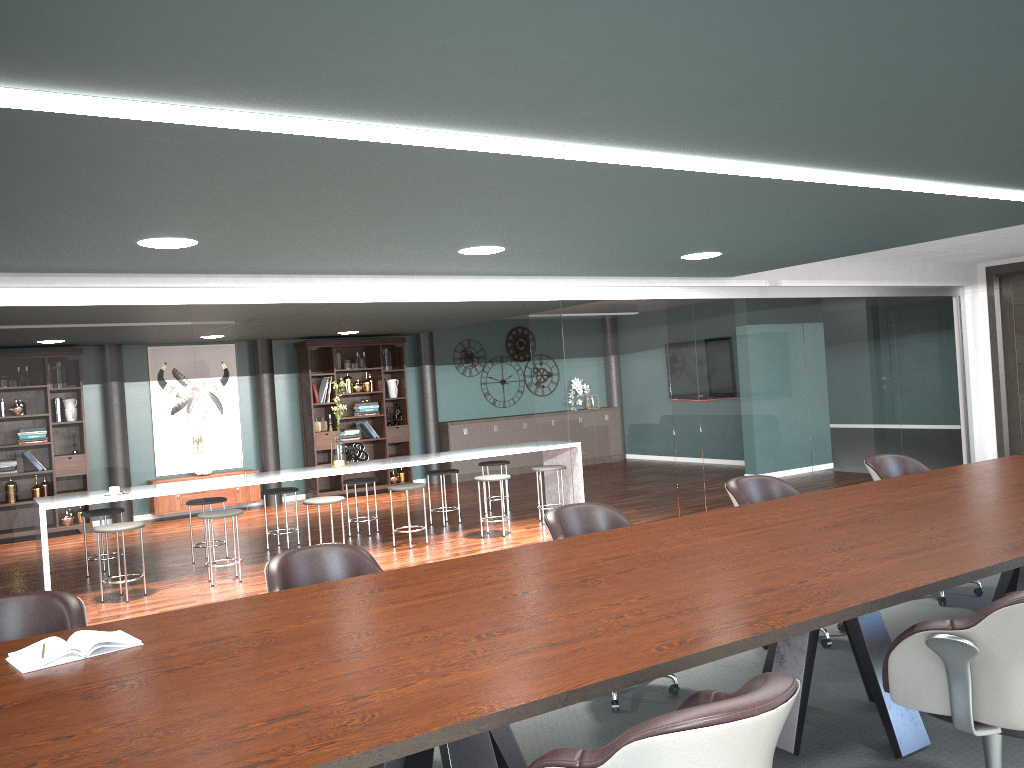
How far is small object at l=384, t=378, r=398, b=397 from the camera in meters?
11.6

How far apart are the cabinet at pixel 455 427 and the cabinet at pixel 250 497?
2.6m

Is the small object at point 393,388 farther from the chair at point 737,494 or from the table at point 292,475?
the chair at point 737,494

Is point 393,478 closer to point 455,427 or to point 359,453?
point 359,453

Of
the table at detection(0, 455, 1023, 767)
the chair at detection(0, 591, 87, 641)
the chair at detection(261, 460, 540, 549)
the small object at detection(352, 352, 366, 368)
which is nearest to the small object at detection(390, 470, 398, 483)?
the small object at detection(352, 352, 366, 368)

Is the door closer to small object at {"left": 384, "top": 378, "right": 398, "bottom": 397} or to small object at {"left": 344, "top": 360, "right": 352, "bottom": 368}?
small object at {"left": 384, "top": 378, "right": 398, "bottom": 397}

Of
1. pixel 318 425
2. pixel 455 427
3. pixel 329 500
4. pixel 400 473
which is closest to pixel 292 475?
pixel 329 500

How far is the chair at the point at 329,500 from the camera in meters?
6.8 m

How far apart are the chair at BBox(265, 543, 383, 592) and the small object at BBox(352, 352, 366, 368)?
8.1m

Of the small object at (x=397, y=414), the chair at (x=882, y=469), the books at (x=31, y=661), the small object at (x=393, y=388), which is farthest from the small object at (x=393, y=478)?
the books at (x=31, y=661)
